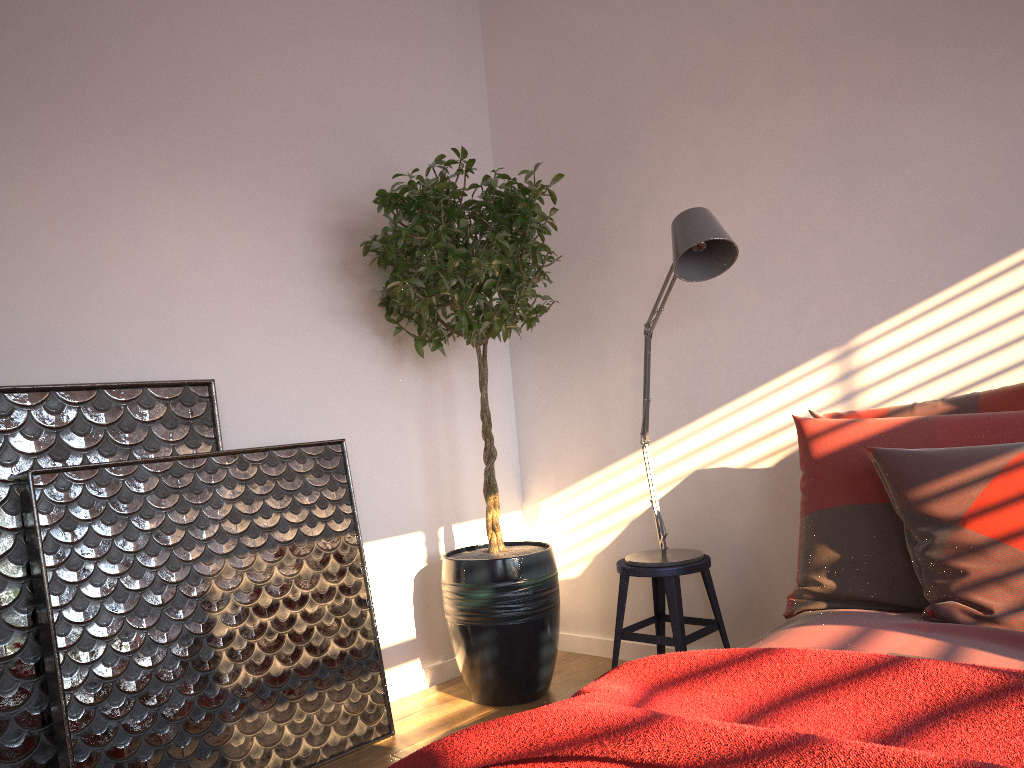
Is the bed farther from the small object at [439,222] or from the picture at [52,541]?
the picture at [52,541]

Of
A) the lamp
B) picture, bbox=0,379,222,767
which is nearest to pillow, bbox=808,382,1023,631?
the lamp

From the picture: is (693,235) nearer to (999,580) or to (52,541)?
(999,580)

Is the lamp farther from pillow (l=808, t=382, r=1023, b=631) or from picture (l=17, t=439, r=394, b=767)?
picture (l=17, t=439, r=394, b=767)

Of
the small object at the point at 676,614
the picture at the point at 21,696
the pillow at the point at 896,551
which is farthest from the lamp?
the picture at the point at 21,696

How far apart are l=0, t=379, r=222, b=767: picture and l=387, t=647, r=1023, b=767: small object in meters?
1.4

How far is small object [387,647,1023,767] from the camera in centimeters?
103cm

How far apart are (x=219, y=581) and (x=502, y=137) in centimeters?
230cm

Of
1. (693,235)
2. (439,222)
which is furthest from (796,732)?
(439,222)

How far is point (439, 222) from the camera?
3.02m
